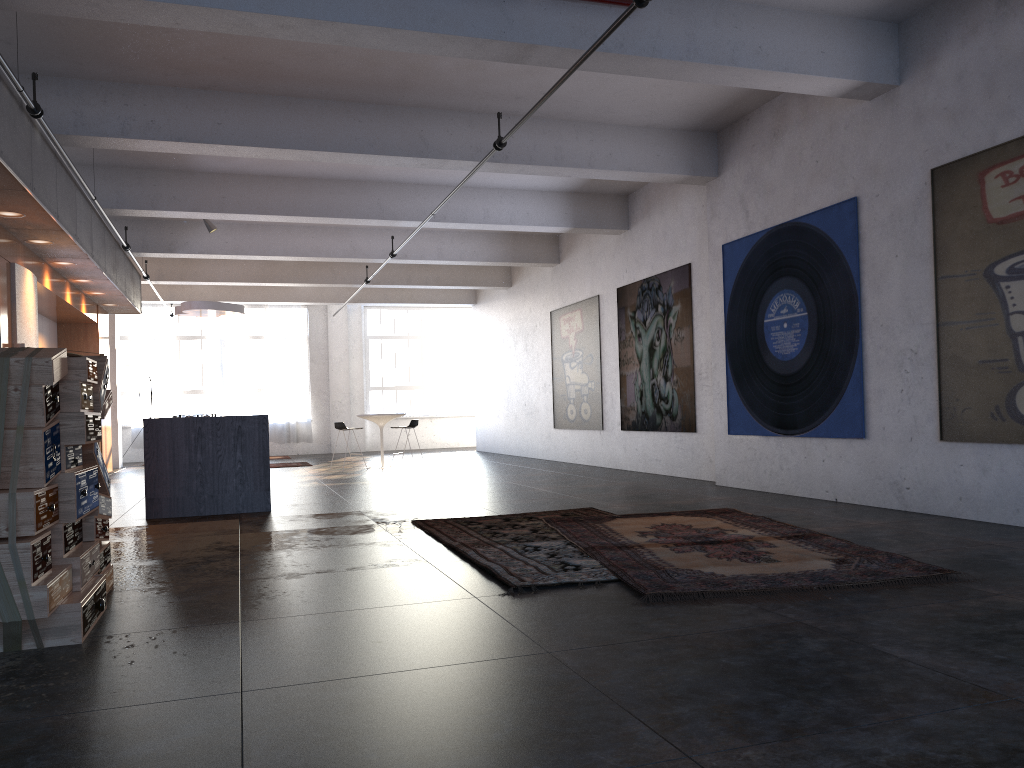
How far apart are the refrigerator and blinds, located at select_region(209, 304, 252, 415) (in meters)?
12.93

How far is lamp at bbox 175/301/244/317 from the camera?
13.95m

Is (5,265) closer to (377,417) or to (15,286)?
(15,286)

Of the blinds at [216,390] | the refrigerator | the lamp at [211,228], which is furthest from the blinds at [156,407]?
the refrigerator

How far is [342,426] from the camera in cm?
1505

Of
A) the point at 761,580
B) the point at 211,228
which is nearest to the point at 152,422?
the point at 211,228

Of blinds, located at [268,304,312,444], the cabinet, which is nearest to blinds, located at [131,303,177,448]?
blinds, located at [268,304,312,444]

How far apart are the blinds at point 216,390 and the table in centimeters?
750cm

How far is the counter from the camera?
8.60m

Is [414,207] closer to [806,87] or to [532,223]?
[532,223]
